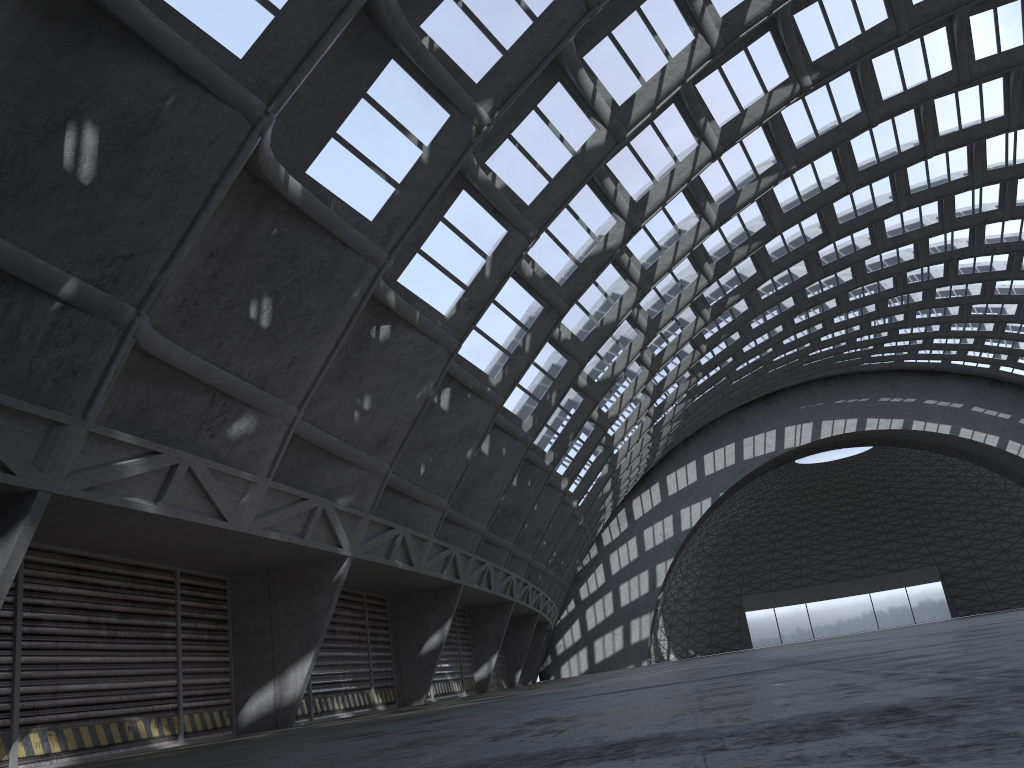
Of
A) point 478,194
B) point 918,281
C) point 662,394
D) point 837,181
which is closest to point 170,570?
point 478,194

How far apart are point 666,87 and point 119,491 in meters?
13.7
